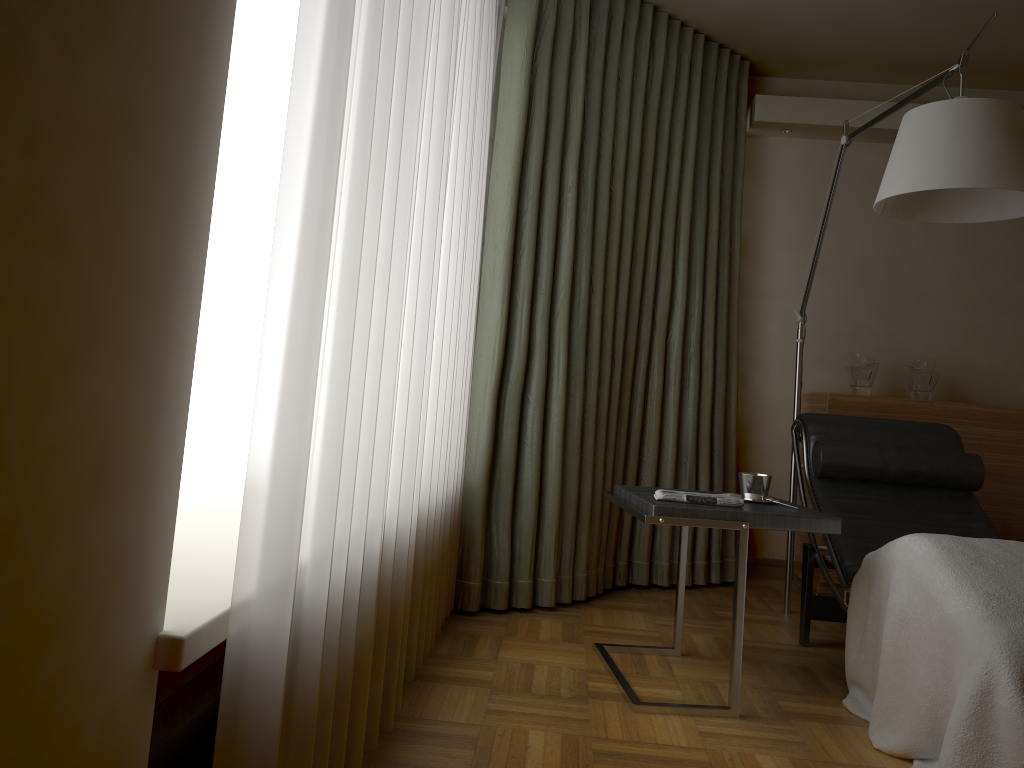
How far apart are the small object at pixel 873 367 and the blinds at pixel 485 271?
0.5m

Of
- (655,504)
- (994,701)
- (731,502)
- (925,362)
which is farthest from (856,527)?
(925,362)

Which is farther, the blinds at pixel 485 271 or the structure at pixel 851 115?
the structure at pixel 851 115

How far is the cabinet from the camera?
3.8 meters

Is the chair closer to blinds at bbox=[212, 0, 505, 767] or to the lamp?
the lamp

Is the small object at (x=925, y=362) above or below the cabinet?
above

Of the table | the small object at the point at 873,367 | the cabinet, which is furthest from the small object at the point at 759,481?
the small object at the point at 873,367

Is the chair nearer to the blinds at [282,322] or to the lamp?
the lamp

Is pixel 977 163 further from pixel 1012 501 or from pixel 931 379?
pixel 1012 501

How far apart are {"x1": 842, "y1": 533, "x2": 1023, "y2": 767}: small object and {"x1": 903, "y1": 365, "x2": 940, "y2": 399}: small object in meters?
1.7
